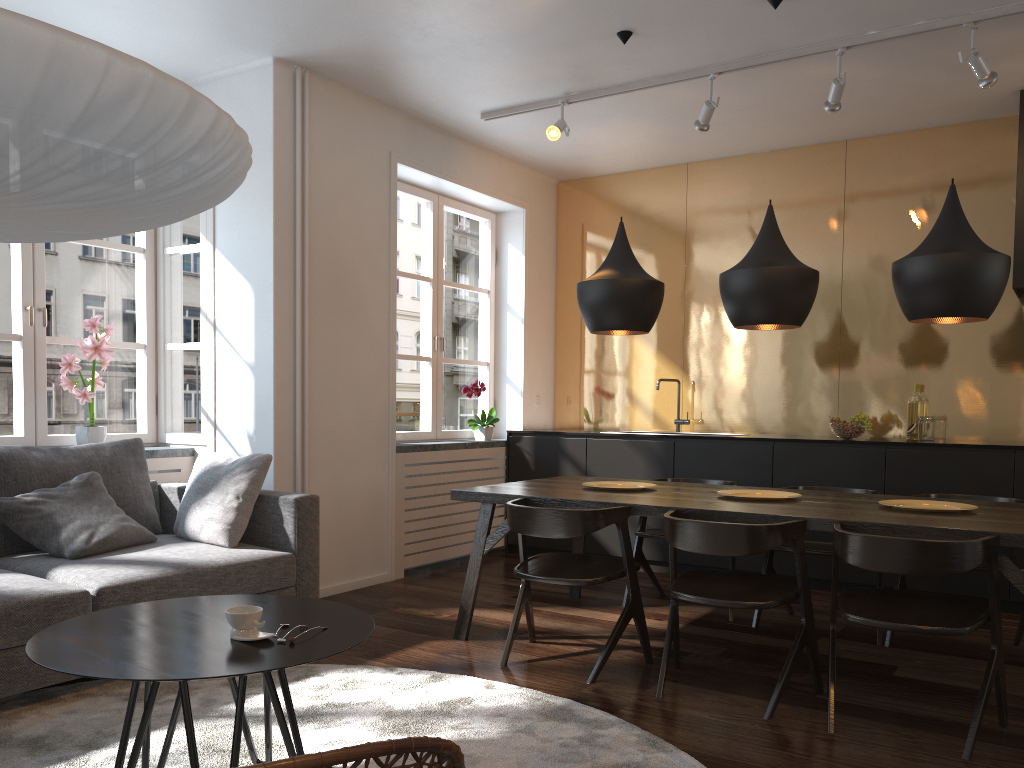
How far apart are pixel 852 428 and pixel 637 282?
2.0 meters

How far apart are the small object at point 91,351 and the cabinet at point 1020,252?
4.8 meters

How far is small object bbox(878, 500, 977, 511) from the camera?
3.5m

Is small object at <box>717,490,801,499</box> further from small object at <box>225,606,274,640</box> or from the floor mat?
small object at <box>225,606,274,640</box>

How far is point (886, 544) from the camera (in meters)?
2.73

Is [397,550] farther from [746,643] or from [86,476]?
[746,643]

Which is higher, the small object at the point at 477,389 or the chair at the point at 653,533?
the small object at the point at 477,389

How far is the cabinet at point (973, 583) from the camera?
4.68m

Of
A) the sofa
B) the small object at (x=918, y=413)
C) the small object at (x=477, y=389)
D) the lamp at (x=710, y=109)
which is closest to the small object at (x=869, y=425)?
the small object at (x=918, y=413)

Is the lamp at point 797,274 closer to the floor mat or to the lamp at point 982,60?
the lamp at point 982,60
